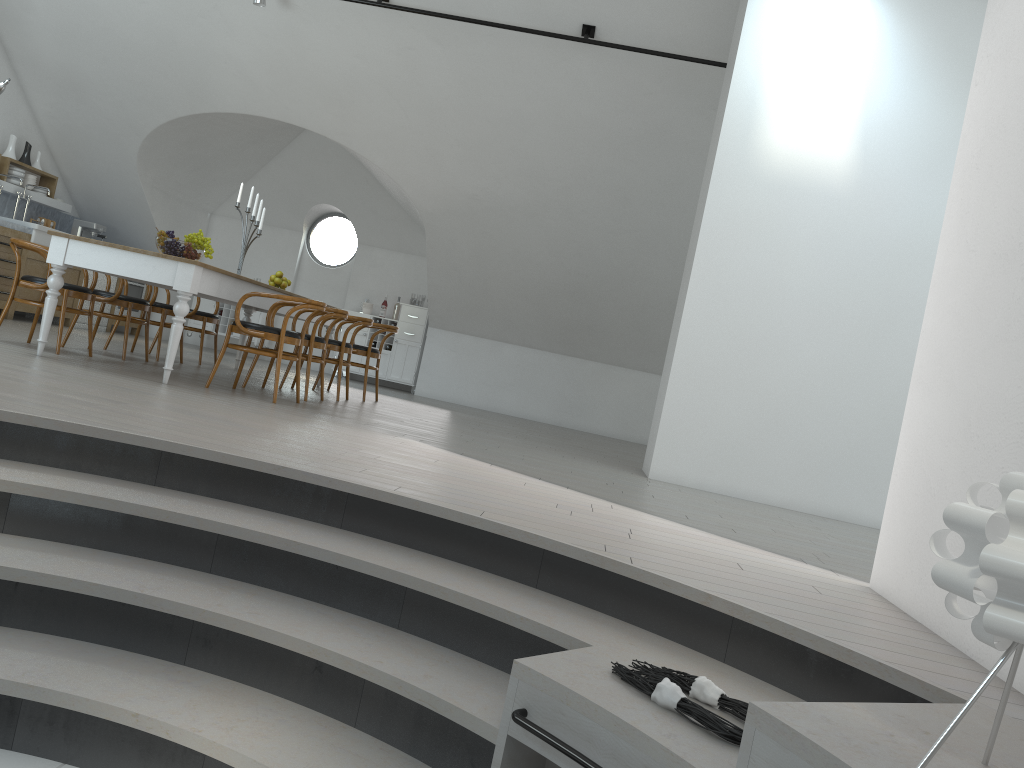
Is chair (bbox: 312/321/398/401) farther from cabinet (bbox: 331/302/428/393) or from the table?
cabinet (bbox: 331/302/428/393)

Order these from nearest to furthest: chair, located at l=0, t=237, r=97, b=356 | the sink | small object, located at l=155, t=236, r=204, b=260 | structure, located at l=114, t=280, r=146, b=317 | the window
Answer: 1. chair, located at l=0, t=237, r=97, b=356
2. small object, located at l=155, t=236, r=204, b=260
3. the sink
4. structure, located at l=114, t=280, r=146, b=317
5. the window

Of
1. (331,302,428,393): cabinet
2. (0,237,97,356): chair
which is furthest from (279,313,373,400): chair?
(331,302,428,393): cabinet

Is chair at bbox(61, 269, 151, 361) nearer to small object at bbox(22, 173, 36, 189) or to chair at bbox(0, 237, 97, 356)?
chair at bbox(0, 237, 97, 356)

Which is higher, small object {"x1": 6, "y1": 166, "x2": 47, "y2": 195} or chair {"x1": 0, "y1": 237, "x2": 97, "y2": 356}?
small object {"x1": 6, "y1": 166, "x2": 47, "y2": 195}

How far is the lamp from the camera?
1.38m

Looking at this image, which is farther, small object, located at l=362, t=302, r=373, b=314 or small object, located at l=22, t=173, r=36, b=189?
small object, located at l=362, t=302, r=373, b=314

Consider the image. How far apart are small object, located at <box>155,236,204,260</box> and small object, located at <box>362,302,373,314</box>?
5.6 meters

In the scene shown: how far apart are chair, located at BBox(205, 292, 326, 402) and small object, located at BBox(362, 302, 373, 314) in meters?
5.7

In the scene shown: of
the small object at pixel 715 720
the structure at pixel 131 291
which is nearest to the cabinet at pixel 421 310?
the structure at pixel 131 291
